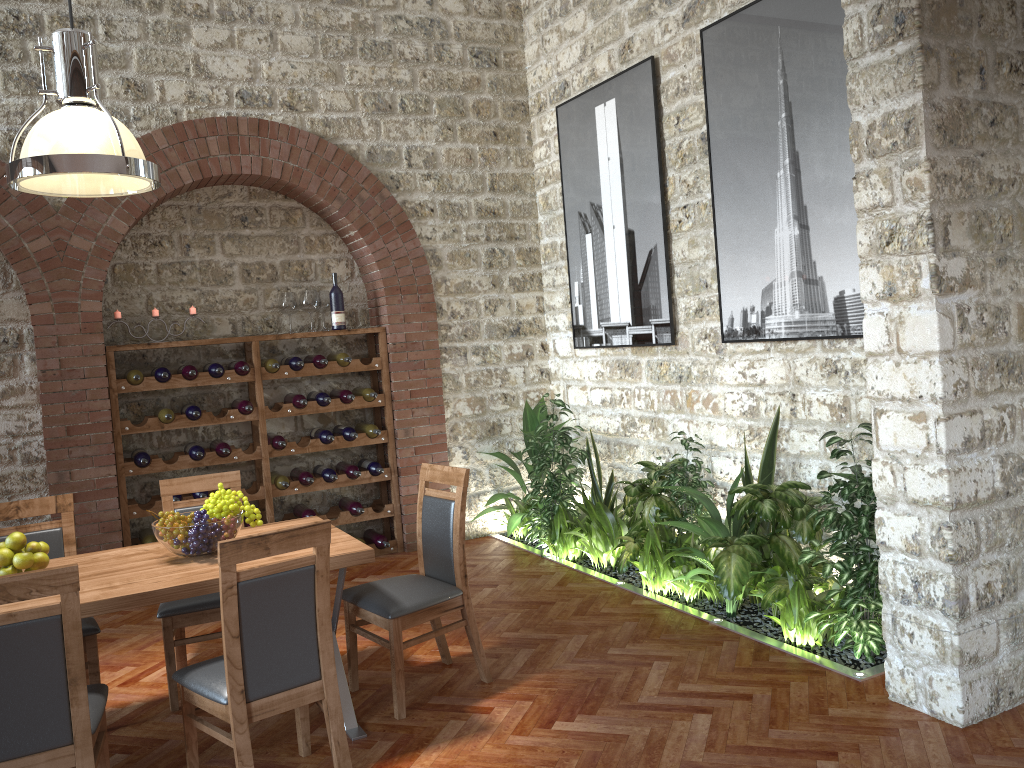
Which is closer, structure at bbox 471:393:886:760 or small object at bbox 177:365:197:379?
structure at bbox 471:393:886:760

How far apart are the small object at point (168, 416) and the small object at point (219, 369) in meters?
0.4

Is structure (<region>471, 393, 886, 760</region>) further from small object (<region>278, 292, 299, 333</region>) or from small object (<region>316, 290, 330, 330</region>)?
small object (<region>278, 292, 299, 333</region>)

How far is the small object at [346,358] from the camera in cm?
641

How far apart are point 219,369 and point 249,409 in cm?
34

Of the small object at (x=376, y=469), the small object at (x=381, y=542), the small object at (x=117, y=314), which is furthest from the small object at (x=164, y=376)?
the small object at (x=381, y=542)

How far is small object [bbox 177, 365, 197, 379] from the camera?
5.9m

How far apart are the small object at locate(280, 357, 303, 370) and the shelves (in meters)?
0.04

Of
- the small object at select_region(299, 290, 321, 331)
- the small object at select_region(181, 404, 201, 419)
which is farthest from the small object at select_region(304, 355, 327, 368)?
the small object at select_region(181, 404, 201, 419)

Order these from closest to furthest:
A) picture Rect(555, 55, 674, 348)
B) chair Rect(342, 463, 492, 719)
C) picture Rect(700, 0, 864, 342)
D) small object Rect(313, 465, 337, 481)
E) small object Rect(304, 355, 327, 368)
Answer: chair Rect(342, 463, 492, 719) → picture Rect(700, 0, 864, 342) → picture Rect(555, 55, 674, 348) → small object Rect(304, 355, 327, 368) → small object Rect(313, 465, 337, 481)
